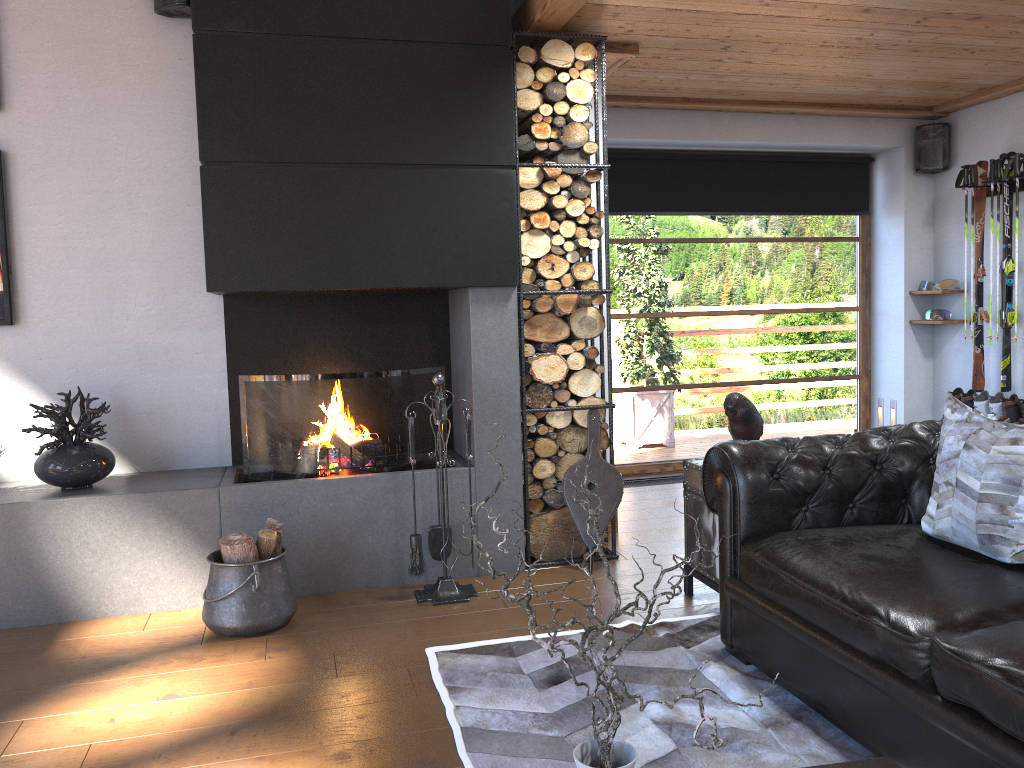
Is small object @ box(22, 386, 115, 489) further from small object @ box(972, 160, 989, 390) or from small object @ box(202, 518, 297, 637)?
small object @ box(972, 160, 989, 390)

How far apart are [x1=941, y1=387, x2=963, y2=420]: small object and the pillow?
3.7 meters

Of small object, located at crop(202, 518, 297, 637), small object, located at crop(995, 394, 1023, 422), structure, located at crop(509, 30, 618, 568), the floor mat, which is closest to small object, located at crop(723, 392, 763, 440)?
the floor mat

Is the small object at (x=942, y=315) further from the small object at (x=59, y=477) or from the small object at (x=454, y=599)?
the small object at (x=59, y=477)

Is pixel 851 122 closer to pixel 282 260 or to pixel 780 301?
pixel 780 301

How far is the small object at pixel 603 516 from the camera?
4.34m

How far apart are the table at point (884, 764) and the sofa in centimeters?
34cm

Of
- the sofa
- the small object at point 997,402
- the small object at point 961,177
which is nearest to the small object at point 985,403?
the small object at point 997,402

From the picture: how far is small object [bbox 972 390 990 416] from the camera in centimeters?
603cm

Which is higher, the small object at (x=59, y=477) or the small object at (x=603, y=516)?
the small object at (x=59, y=477)
